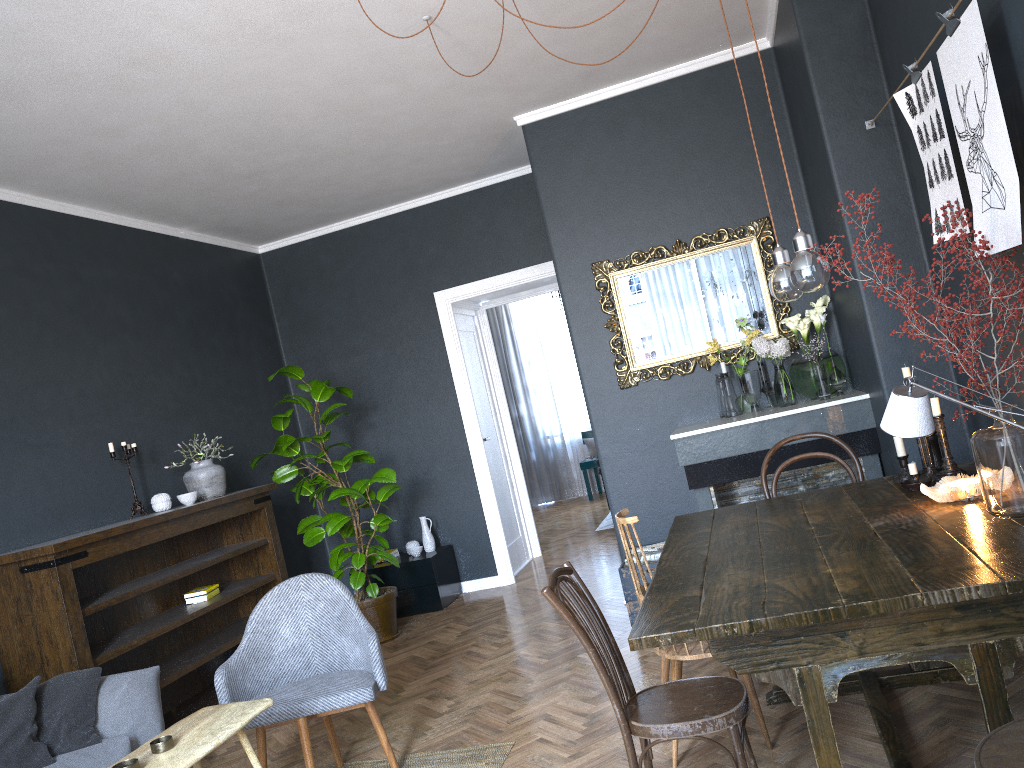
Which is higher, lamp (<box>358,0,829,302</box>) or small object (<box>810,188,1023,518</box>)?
lamp (<box>358,0,829,302</box>)

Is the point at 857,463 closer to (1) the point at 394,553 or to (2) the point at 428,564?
(2) the point at 428,564

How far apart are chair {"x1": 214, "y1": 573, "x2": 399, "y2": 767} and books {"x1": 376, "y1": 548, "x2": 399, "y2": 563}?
2.9 meters

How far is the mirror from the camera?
5.1m

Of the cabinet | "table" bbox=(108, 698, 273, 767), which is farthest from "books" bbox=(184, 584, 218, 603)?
"table" bbox=(108, 698, 273, 767)

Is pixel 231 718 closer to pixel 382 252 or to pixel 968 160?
pixel 968 160

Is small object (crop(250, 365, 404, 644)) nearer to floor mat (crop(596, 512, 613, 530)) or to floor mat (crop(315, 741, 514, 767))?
floor mat (crop(315, 741, 514, 767))

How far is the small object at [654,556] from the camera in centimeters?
486cm

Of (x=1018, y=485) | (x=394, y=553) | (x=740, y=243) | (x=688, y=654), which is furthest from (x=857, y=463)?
(x=394, y=553)

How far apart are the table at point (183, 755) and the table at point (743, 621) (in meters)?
1.32
